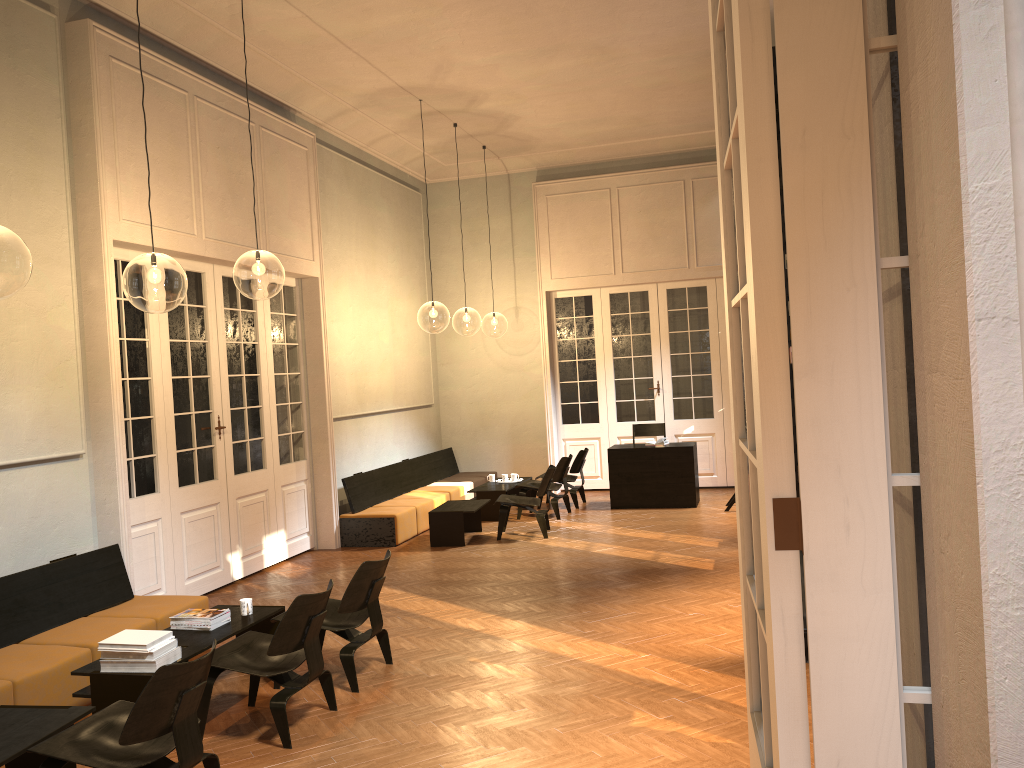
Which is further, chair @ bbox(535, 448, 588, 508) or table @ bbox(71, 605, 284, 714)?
chair @ bbox(535, 448, 588, 508)

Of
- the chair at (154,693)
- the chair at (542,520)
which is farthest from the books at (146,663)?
the chair at (542,520)

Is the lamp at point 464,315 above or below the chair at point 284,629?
above

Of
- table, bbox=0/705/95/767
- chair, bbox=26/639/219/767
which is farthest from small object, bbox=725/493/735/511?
table, bbox=0/705/95/767

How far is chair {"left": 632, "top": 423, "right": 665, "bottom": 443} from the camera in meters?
13.2

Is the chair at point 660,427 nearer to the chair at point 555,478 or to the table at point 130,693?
the chair at point 555,478

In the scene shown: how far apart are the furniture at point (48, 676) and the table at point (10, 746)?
0.5m

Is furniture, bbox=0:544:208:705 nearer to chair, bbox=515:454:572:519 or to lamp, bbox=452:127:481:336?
chair, bbox=515:454:572:519

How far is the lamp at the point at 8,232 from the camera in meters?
10.7 m

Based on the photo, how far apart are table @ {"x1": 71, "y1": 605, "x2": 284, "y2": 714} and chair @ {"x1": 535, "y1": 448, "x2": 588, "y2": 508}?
6.6 meters
